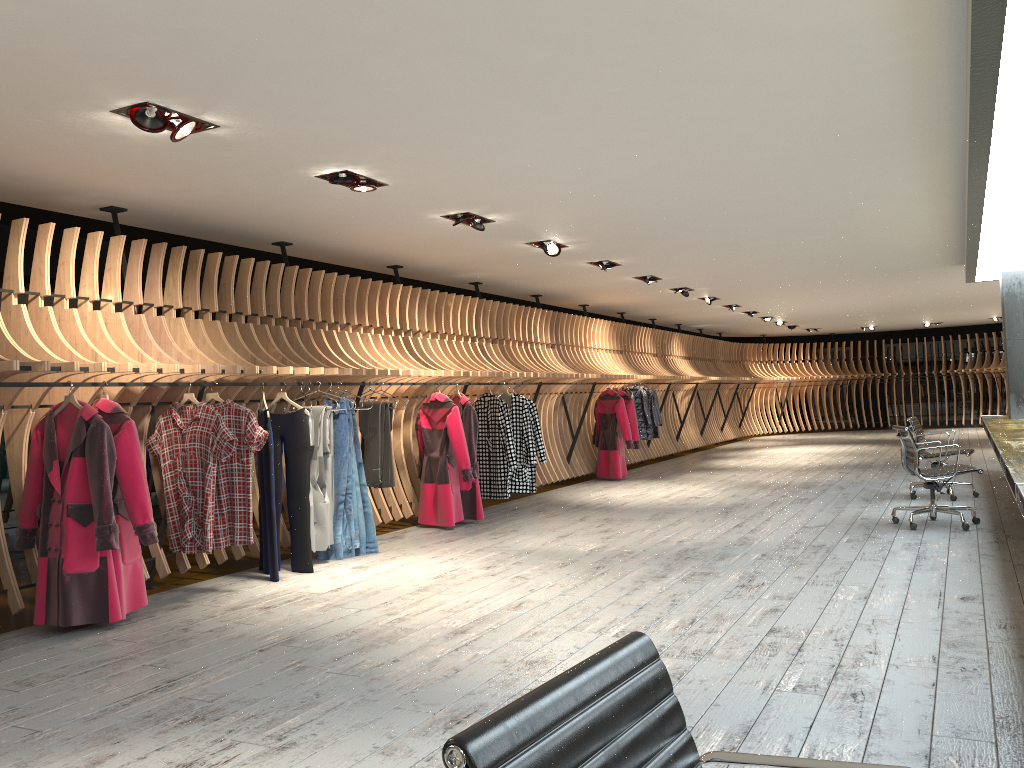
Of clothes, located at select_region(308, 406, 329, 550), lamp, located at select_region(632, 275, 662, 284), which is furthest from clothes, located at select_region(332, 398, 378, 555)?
lamp, located at select_region(632, 275, 662, 284)

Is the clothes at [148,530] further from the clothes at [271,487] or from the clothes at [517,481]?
the clothes at [517,481]

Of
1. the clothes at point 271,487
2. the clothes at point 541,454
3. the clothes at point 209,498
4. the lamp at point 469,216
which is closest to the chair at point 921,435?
the clothes at point 541,454

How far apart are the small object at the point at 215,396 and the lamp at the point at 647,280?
6.8m

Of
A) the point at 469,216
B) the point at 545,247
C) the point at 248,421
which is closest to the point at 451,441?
the point at 545,247

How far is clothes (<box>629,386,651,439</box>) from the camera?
13.8 meters

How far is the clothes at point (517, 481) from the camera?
9.9m

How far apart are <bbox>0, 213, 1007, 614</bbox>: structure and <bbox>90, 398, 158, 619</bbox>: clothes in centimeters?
10cm

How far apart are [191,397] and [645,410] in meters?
8.9 m

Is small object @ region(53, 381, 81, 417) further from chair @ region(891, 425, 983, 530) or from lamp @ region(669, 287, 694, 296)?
lamp @ region(669, 287, 694, 296)
